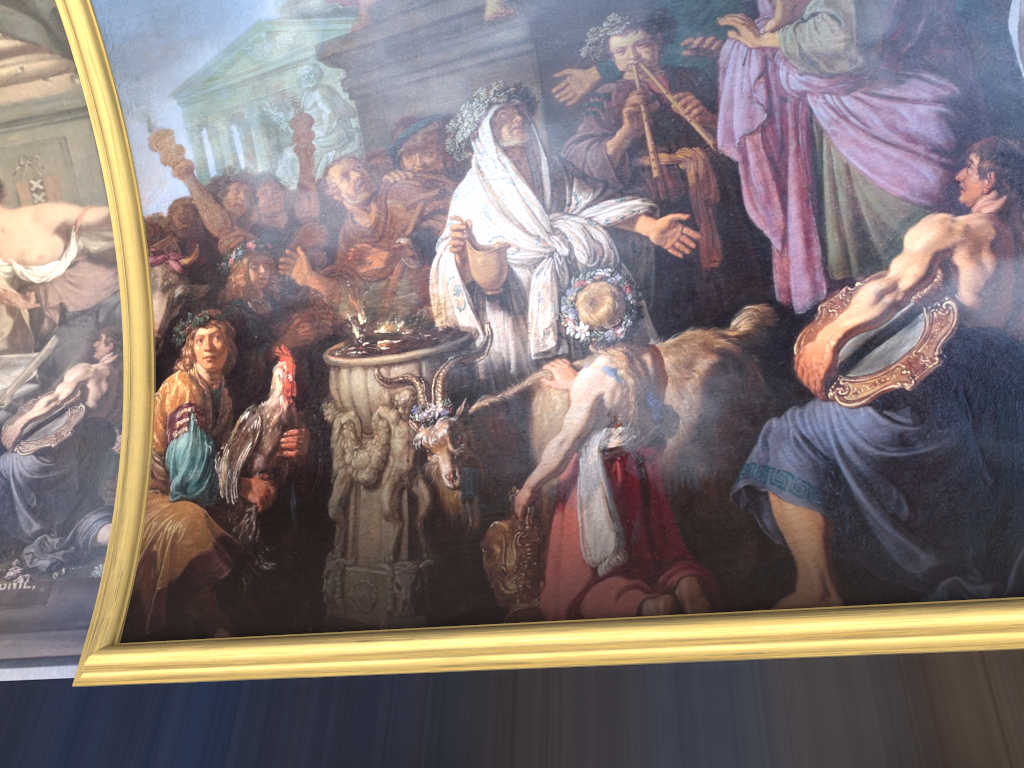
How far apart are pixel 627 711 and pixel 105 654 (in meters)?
3.99
